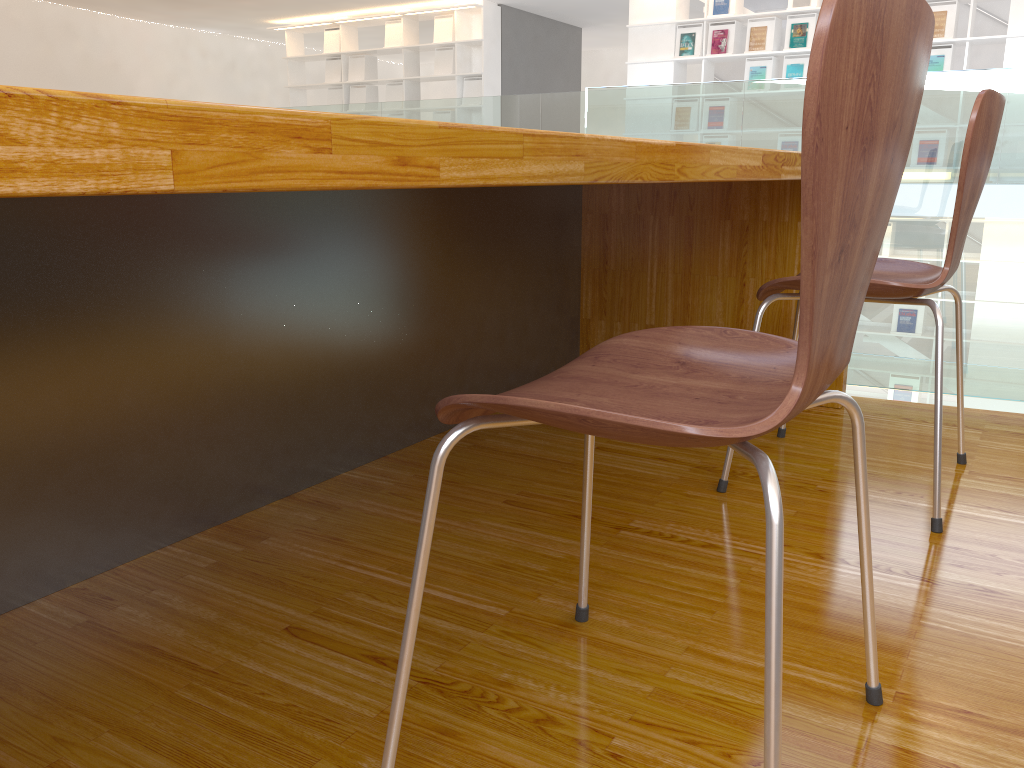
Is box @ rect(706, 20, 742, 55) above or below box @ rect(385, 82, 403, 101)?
above

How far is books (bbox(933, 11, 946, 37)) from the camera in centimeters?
707cm

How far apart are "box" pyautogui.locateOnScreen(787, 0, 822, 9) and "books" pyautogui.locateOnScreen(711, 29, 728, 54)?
0.8 meters

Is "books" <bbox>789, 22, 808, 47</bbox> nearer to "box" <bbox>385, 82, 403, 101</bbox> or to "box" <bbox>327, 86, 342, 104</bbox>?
"box" <bbox>385, 82, 403, 101</bbox>

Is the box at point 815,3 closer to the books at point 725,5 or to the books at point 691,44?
the books at point 725,5

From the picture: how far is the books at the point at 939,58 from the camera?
7.1m

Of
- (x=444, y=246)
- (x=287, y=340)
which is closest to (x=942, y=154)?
(x=444, y=246)

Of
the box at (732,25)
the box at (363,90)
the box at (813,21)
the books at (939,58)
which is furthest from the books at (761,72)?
the box at (363,90)

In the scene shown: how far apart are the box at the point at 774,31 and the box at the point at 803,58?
0.1m

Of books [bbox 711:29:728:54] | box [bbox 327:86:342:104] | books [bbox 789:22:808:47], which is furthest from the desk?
box [bbox 327:86:342:104]
